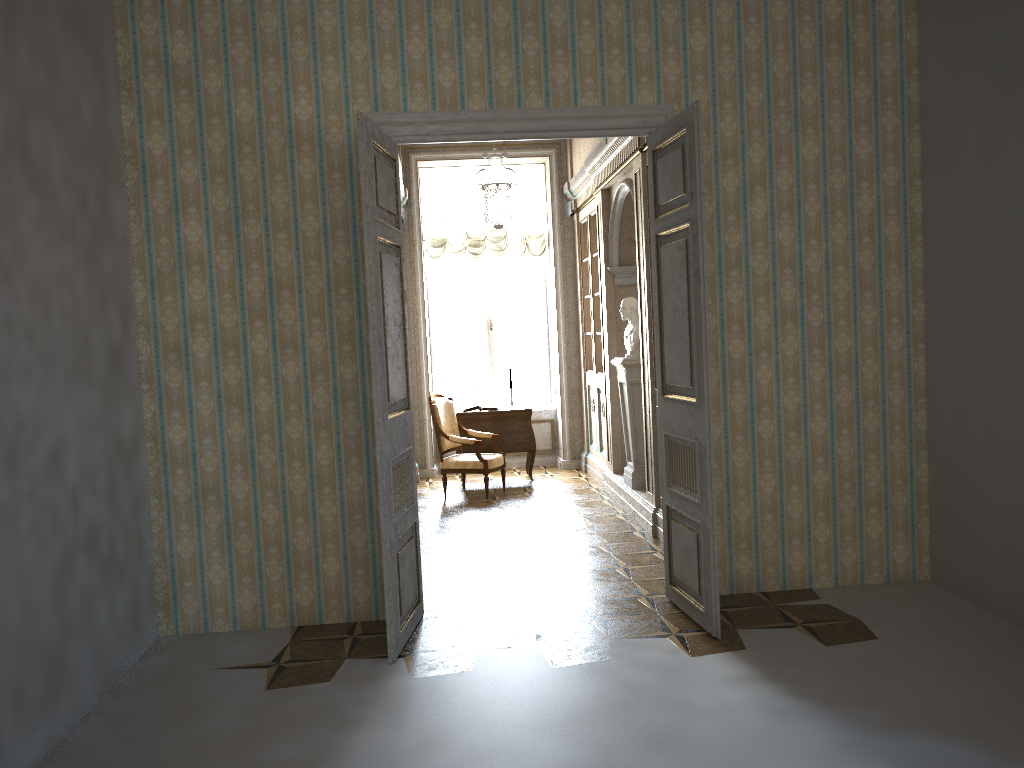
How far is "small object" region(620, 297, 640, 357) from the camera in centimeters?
747cm

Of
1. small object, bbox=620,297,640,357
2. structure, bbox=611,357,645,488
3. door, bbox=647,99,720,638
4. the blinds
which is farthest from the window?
door, bbox=647,99,720,638

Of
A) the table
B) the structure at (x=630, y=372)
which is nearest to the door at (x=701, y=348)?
the structure at (x=630, y=372)

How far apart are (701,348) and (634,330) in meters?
3.1 m

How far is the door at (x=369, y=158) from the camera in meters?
4.2

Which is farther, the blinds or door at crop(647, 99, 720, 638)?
the blinds

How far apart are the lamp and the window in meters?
1.2

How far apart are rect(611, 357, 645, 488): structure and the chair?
1.44m

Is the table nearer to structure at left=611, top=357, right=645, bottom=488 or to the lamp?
structure at left=611, top=357, right=645, bottom=488

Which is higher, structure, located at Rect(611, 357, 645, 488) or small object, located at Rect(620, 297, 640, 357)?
small object, located at Rect(620, 297, 640, 357)
